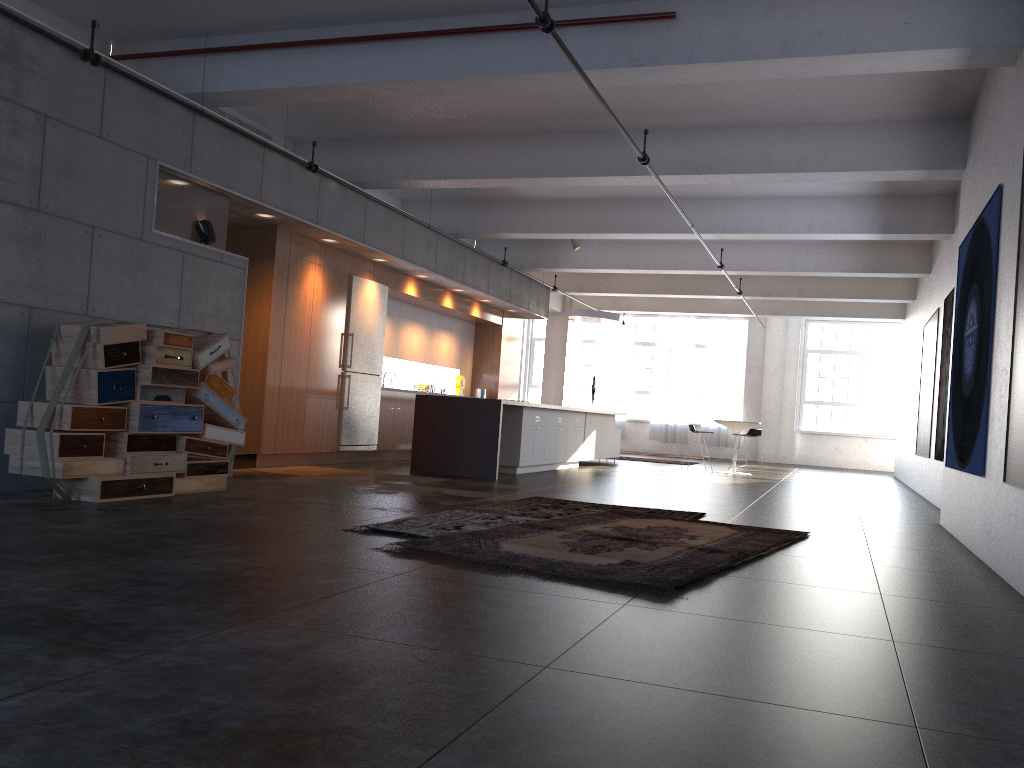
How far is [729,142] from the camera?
9.3 meters

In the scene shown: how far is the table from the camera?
15.6 meters

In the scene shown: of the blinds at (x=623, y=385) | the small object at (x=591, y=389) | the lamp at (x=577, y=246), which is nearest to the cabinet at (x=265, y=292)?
the lamp at (x=577, y=246)

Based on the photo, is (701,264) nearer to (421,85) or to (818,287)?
(818,287)

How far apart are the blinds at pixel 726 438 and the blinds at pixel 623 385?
2.2 meters

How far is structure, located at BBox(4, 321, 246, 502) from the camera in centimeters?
609cm

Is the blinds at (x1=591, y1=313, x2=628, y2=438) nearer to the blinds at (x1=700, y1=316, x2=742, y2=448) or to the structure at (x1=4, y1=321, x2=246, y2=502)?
the blinds at (x1=700, y1=316, x2=742, y2=448)

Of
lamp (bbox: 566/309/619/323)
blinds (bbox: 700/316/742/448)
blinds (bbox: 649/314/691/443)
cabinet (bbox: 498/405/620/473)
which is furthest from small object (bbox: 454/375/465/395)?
blinds (bbox: 700/316/742/448)

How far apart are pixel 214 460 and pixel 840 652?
5.6 meters

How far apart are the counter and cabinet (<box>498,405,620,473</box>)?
1.1m
